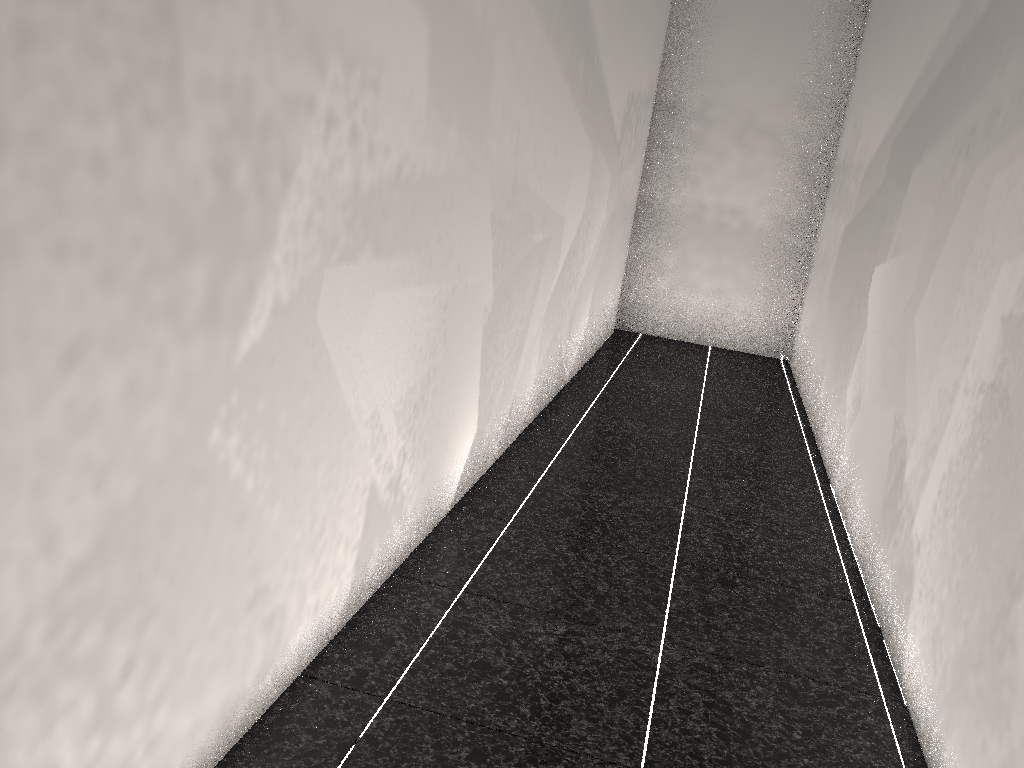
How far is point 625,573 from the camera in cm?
289
